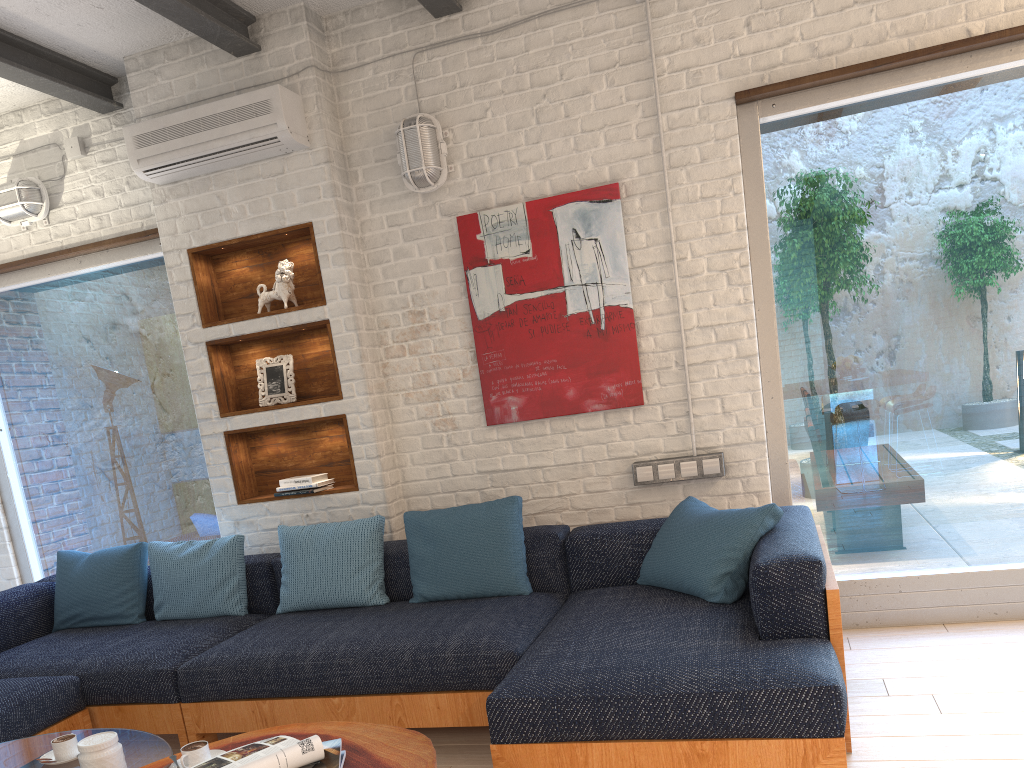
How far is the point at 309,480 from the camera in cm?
425

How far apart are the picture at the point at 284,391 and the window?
0.61m

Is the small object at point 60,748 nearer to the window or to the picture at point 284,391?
the picture at point 284,391

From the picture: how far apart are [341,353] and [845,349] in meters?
2.3 m

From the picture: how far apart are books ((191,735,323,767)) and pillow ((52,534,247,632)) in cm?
204

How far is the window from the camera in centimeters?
365cm

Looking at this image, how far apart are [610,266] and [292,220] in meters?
1.5 m

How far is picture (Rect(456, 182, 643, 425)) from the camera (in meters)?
3.96

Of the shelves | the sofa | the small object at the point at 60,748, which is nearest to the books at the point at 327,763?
the sofa

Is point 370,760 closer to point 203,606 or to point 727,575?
point 727,575
